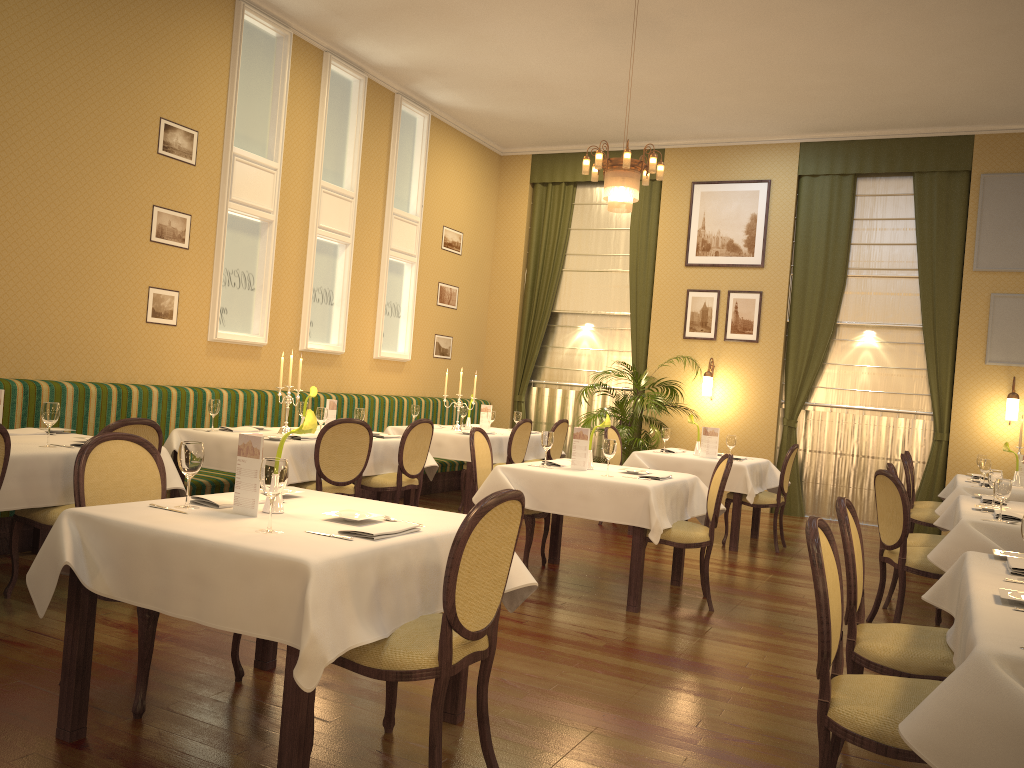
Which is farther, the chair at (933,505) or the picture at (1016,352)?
the picture at (1016,352)

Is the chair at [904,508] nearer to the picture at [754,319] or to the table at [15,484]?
the table at [15,484]

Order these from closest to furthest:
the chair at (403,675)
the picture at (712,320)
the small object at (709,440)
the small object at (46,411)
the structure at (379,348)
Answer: the chair at (403,675) < the small object at (46,411) < the small object at (709,440) < the structure at (379,348) < the picture at (712,320)

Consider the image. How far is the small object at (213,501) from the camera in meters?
3.1 m

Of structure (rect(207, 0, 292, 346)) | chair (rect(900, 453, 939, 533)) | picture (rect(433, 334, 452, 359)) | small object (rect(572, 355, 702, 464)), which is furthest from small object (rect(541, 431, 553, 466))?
picture (rect(433, 334, 452, 359))

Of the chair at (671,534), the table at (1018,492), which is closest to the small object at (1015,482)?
the table at (1018,492)

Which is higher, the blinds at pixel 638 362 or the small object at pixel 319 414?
the blinds at pixel 638 362

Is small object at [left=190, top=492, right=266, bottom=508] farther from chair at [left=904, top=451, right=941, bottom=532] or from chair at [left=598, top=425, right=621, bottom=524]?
chair at [left=904, top=451, right=941, bottom=532]

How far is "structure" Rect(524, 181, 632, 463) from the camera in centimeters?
1163cm

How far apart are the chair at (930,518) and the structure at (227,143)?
5.80m
